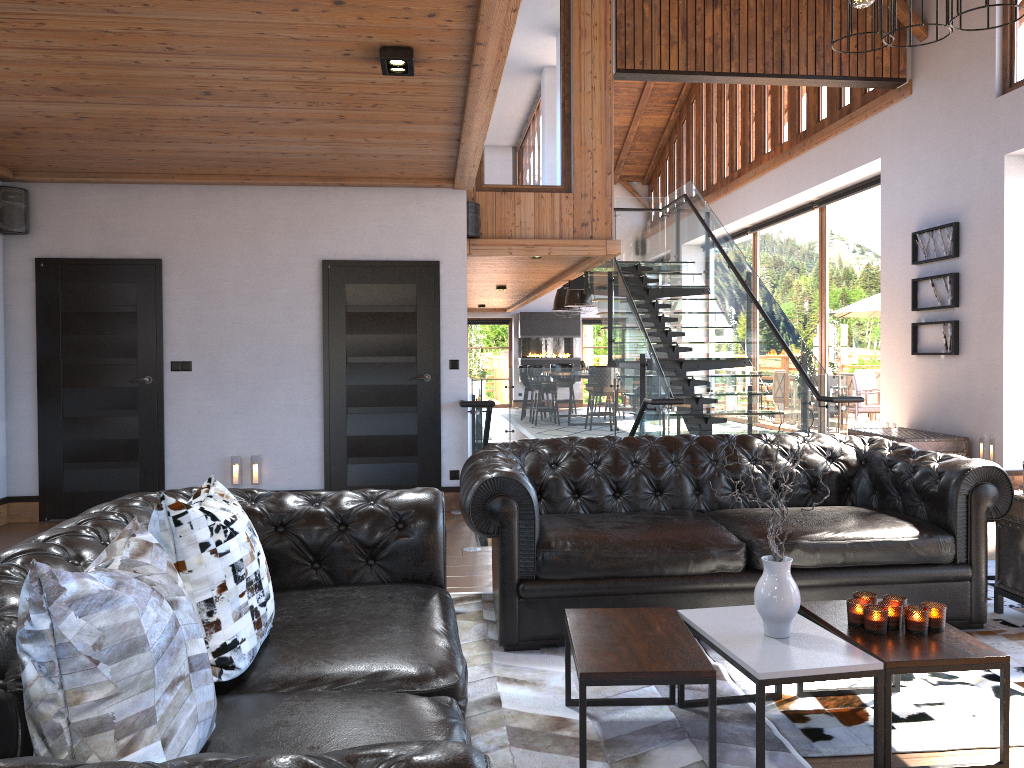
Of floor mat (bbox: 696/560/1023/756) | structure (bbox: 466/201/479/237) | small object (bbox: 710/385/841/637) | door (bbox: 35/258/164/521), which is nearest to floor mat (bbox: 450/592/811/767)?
floor mat (bbox: 696/560/1023/756)

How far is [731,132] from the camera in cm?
1551

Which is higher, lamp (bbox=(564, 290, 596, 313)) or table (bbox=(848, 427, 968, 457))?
lamp (bbox=(564, 290, 596, 313))

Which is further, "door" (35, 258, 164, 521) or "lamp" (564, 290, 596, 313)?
"lamp" (564, 290, 596, 313)

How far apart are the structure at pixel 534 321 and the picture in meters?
11.8

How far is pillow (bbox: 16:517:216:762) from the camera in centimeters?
144cm

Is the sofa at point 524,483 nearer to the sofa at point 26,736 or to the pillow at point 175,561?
the sofa at point 26,736

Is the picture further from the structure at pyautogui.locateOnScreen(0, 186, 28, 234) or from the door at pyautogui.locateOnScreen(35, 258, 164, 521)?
the structure at pyautogui.locateOnScreen(0, 186, 28, 234)

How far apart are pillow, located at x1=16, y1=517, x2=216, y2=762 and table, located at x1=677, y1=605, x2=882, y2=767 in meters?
1.5

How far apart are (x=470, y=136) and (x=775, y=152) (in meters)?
9.34
